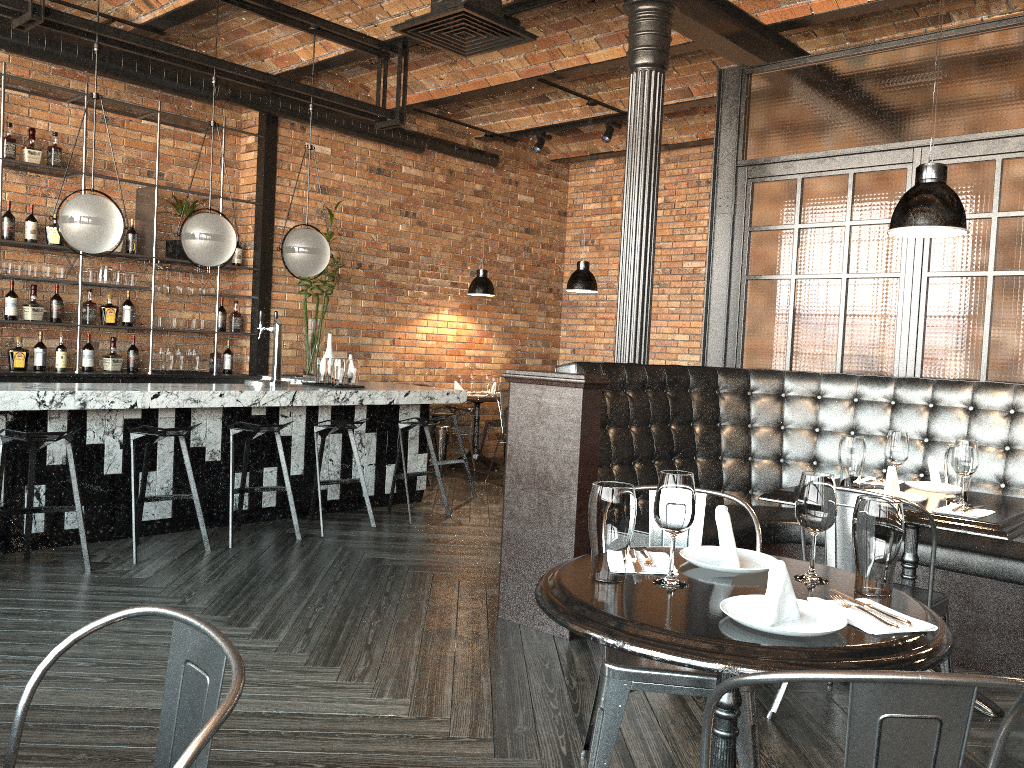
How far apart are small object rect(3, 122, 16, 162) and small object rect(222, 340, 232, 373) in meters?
2.2 m

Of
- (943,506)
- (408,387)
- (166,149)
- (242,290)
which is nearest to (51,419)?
(408,387)

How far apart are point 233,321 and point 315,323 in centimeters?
73cm

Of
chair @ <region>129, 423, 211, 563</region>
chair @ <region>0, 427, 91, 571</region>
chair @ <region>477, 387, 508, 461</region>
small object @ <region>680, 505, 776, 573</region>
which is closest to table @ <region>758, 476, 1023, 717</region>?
small object @ <region>680, 505, 776, 573</region>

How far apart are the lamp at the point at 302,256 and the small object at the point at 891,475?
4.1 meters

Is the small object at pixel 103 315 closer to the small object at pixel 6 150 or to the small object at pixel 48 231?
the small object at pixel 48 231

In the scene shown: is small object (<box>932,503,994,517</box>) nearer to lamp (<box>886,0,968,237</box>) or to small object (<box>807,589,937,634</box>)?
lamp (<box>886,0,968,237</box>)

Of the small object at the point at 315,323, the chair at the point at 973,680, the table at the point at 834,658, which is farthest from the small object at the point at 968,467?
the small object at the point at 315,323

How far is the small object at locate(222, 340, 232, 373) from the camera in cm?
777

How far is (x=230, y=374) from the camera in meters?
7.7
